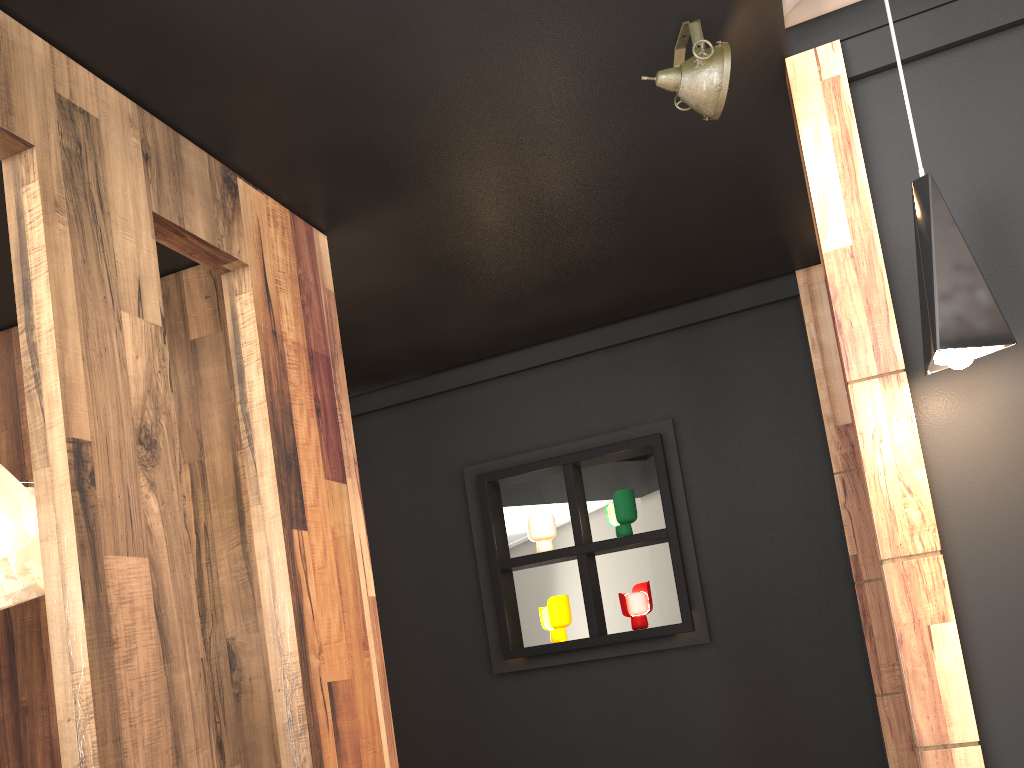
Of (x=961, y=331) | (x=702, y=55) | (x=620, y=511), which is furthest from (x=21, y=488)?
(x=620, y=511)

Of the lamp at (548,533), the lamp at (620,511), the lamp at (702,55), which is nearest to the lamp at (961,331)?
the lamp at (702,55)

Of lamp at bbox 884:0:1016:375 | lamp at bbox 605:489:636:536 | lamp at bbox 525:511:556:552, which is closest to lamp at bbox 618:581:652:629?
lamp at bbox 605:489:636:536

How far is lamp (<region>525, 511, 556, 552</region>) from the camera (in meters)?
4.48

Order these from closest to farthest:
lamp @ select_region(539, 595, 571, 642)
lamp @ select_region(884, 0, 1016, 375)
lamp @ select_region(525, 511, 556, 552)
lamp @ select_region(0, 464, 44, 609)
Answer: lamp @ select_region(884, 0, 1016, 375) < lamp @ select_region(0, 464, 44, 609) < lamp @ select_region(539, 595, 571, 642) < lamp @ select_region(525, 511, 556, 552)

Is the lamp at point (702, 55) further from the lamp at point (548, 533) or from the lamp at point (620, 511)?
the lamp at point (548, 533)

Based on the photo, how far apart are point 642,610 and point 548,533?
0.61m

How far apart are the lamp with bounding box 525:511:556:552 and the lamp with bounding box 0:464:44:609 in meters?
2.4 m

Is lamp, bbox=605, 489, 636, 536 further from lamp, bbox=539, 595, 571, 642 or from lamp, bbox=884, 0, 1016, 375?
lamp, bbox=884, 0, 1016, 375

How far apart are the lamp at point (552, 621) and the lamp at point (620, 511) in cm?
42
